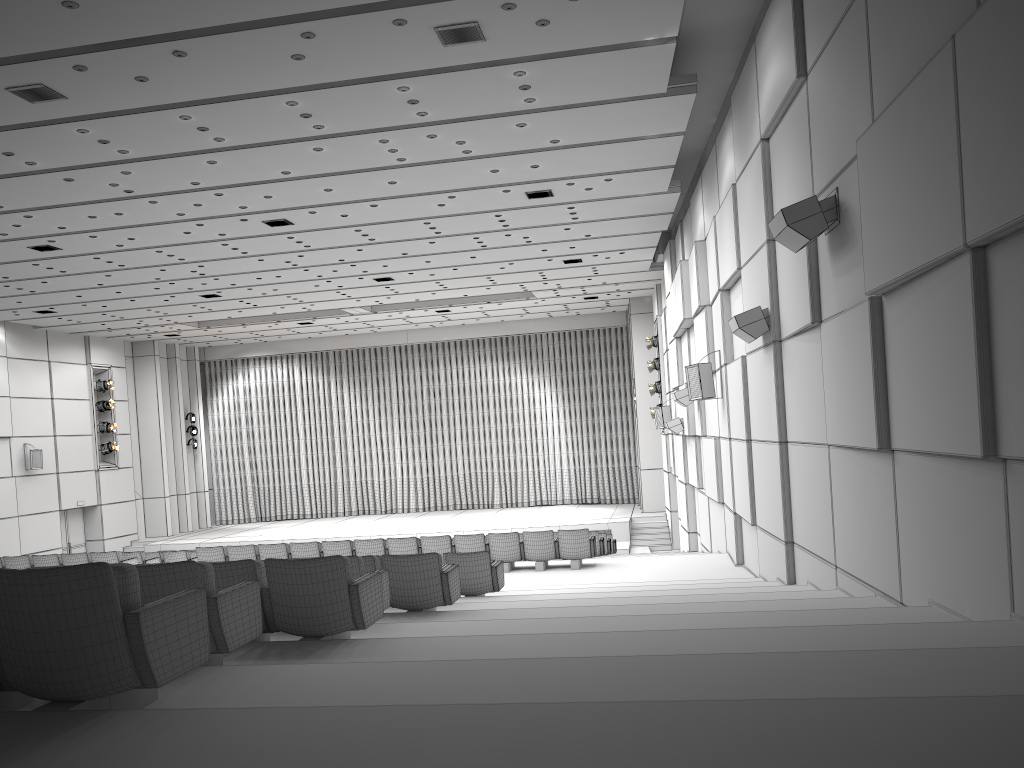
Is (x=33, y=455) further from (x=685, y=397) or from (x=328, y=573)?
(x=328, y=573)

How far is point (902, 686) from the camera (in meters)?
3.00

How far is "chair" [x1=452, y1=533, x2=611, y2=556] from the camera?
17.89m

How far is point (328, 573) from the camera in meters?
5.1

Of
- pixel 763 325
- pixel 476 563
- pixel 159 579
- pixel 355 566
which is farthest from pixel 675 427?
pixel 159 579

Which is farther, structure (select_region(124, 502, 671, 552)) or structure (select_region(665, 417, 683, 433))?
structure (select_region(124, 502, 671, 552))

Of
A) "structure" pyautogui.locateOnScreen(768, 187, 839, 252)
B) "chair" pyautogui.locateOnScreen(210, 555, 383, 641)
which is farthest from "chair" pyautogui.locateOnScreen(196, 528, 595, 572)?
"chair" pyautogui.locateOnScreen(210, 555, 383, 641)

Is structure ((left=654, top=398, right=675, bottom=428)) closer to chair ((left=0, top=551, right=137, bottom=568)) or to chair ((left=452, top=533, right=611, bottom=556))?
chair ((left=452, top=533, right=611, bottom=556))

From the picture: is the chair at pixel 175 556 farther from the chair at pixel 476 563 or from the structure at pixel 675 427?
the structure at pixel 675 427

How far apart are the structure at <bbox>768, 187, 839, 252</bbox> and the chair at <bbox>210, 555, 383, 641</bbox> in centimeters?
430cm
